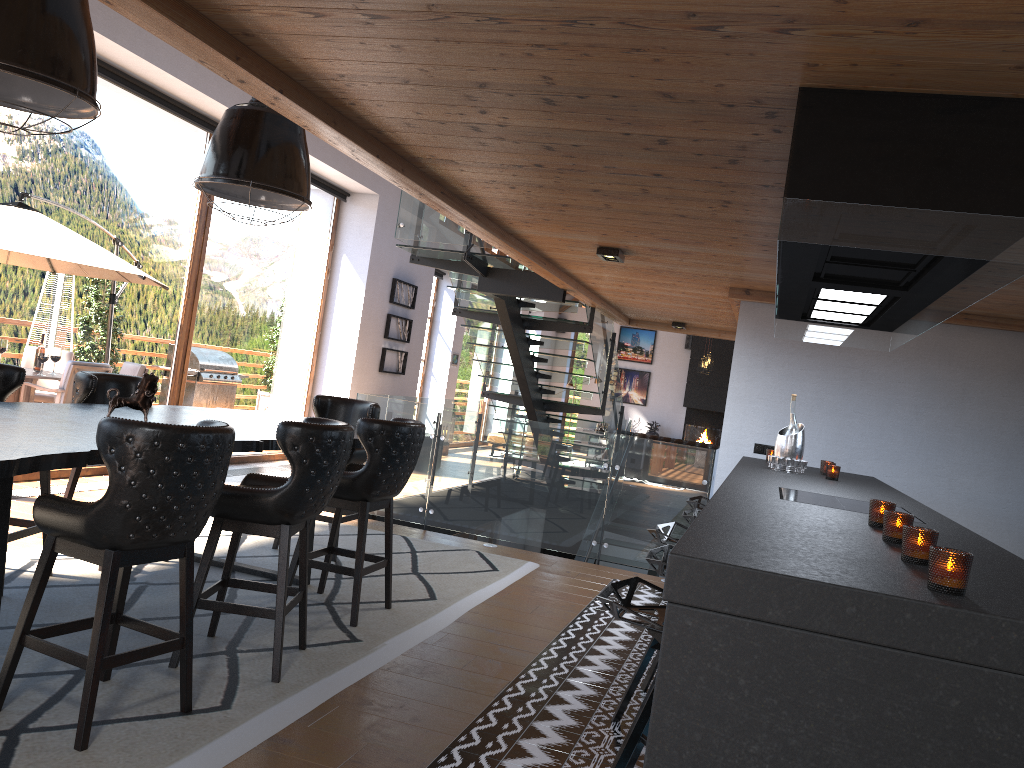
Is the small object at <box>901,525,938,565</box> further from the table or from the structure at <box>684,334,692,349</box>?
the structure at <box>684,334,692,349</box>

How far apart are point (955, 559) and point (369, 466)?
3.33m

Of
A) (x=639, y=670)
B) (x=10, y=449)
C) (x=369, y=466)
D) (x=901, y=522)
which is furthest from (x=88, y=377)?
(x=901, y=522)

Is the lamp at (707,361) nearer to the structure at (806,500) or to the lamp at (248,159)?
the lamp at (248,159)

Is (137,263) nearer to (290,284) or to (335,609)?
(290,284)

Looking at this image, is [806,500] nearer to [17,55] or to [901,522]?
[901,522]

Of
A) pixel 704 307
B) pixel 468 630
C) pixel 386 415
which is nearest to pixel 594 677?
pixel 468 630

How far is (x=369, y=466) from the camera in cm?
461

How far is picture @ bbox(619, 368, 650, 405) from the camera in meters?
20.9

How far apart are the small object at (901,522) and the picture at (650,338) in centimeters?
1860cm
